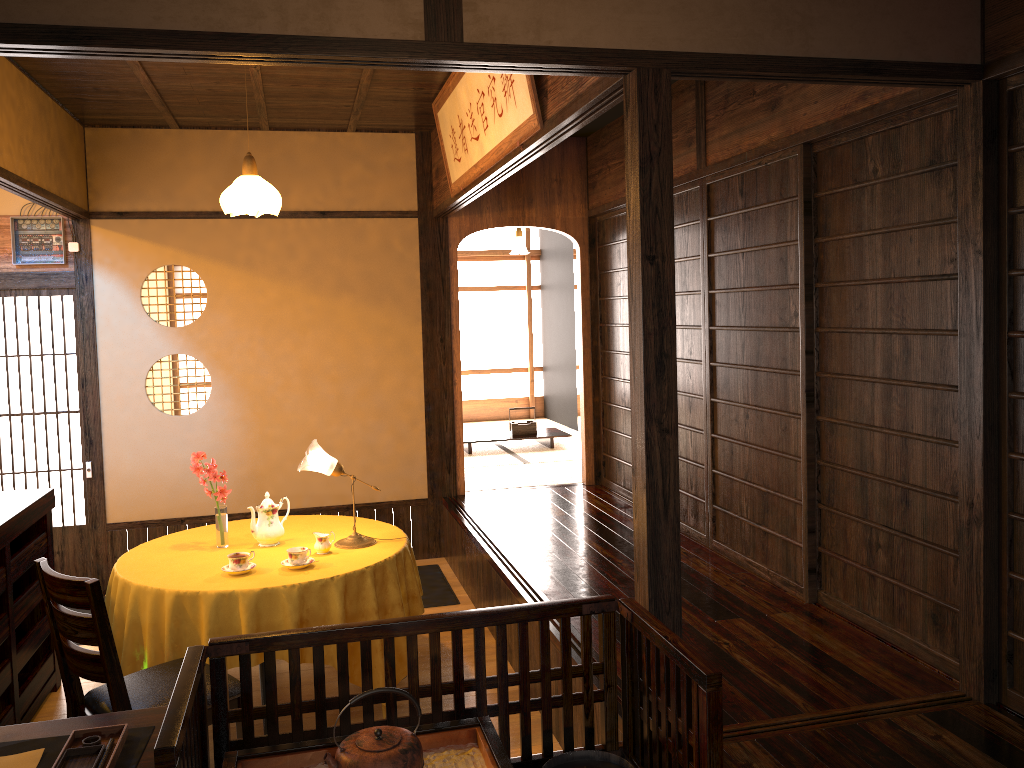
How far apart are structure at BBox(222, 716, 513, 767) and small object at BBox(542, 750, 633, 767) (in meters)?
0.19

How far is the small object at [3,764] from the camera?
2.0m

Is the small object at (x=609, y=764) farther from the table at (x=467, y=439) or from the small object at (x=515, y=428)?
the small object at (x=515, y=428)

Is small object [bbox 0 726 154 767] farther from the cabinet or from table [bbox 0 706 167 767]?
the cabinet

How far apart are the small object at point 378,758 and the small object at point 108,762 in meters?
0.5

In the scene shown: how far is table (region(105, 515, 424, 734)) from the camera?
3.53m

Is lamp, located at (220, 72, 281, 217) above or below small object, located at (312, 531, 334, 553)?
above

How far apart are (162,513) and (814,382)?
4.3 meters

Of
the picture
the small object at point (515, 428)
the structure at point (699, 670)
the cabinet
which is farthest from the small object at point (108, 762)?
the small object at point (515, 428)

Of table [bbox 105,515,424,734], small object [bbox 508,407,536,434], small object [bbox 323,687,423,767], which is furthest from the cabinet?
small object [bbox 508,407,536,434]
